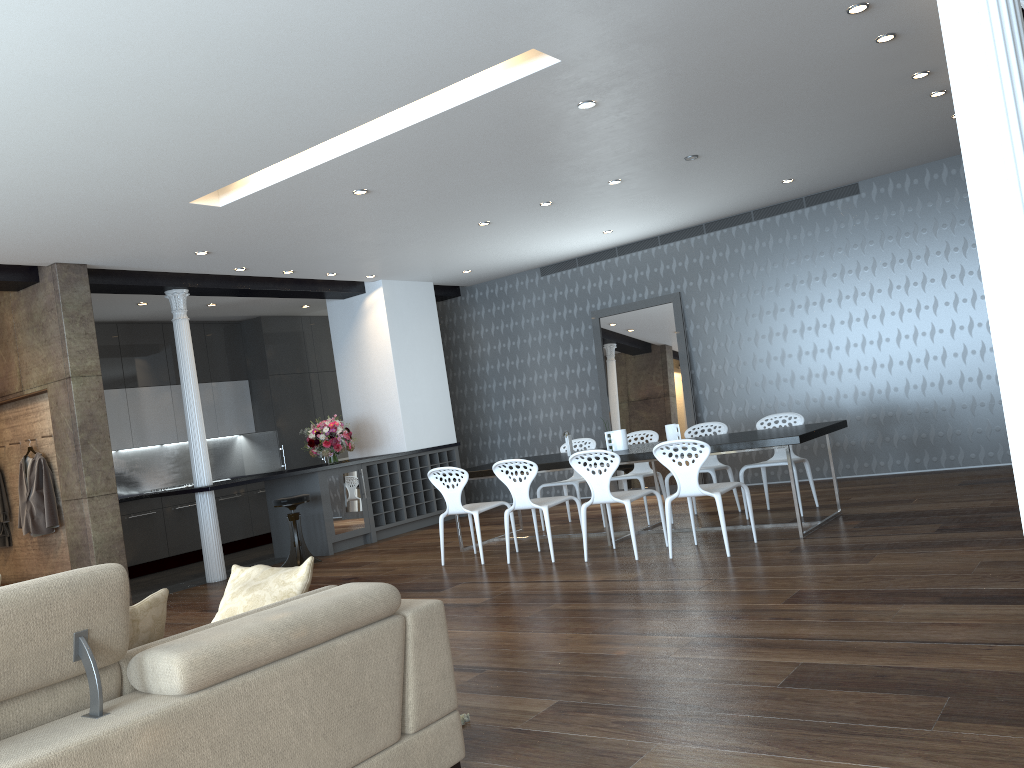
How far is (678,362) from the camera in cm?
1023

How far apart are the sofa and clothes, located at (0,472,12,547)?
6.7 meters

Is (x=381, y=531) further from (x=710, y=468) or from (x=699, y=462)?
(x=699, y=462)

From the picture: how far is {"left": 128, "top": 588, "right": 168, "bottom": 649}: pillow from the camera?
2.5m

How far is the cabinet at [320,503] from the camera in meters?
9.4 m

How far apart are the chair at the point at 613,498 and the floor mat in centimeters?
315cm

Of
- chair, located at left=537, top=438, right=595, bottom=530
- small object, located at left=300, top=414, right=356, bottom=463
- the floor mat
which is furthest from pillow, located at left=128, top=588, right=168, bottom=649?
small object, located at left=300, top=414, right=356, bottom=463

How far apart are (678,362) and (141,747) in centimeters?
868cm

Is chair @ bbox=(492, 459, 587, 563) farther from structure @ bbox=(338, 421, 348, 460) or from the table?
structure @ bbox=(338, 421, 348, 460)

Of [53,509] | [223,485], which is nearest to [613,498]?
[223,485]
